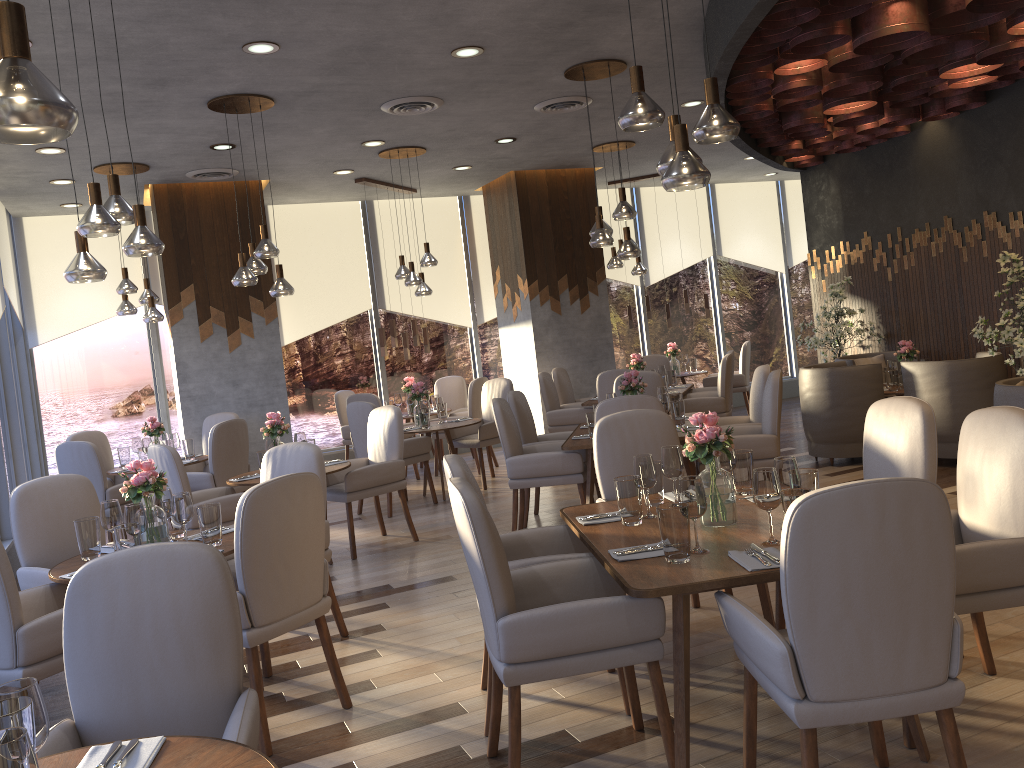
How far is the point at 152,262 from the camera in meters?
9.7 m

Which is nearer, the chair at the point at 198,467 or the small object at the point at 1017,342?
the small object at the point at 1017,342

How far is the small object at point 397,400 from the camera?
9.8m

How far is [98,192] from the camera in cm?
368

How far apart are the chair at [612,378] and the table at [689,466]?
1.6m

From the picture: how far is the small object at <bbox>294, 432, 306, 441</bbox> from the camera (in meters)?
6.18

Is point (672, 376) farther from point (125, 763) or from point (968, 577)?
point (125, 763)

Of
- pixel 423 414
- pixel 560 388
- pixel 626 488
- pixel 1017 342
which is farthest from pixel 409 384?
pixel 626 488

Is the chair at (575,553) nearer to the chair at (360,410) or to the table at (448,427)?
the chair at (360,410)

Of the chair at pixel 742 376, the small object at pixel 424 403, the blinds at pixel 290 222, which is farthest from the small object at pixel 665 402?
the blinds at pixel 290 222
